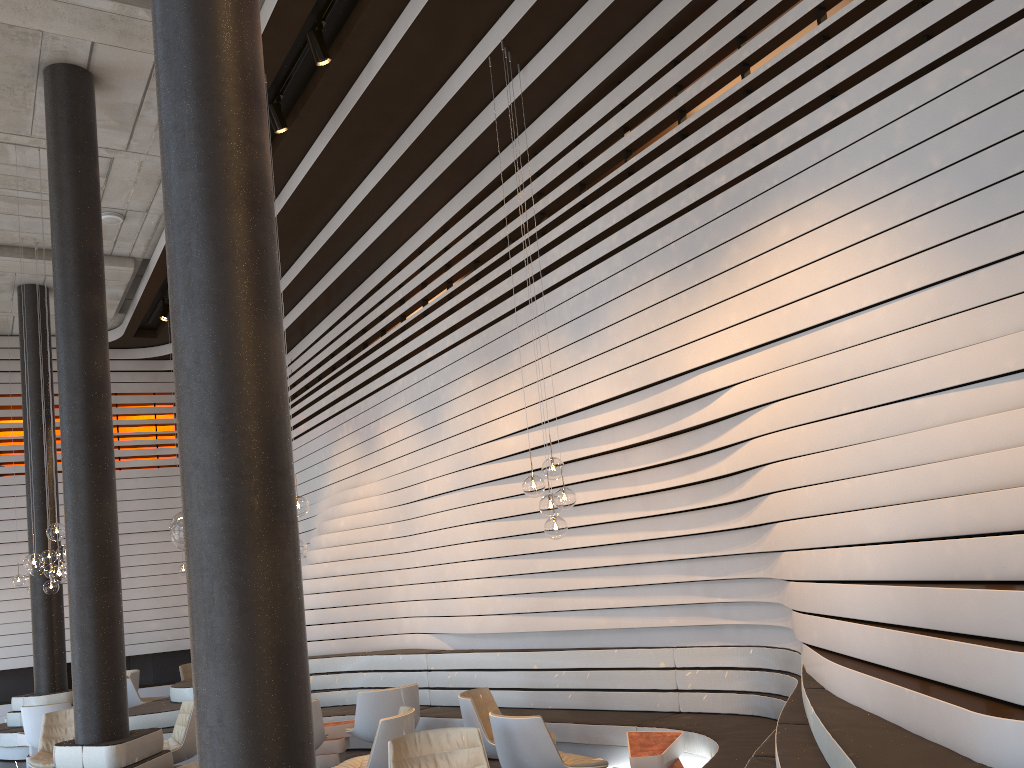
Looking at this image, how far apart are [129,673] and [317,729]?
6.49m

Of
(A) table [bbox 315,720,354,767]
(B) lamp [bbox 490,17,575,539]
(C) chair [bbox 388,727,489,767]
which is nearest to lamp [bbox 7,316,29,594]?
(A) table [bbox 315,720,354,767]

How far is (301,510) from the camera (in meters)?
6.82

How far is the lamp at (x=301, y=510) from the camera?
6.8m

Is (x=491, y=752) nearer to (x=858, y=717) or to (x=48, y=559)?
(x=858, y=717)

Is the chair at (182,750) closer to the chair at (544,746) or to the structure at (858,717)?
the structure at (858,717)

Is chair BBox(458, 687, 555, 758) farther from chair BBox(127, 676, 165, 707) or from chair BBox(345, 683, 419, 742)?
chair BBox(127, 676, 165, 707)

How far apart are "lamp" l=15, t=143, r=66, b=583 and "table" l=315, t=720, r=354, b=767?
2.7 meters

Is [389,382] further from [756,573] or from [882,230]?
[882,230]

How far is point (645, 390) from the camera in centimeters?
643cm
